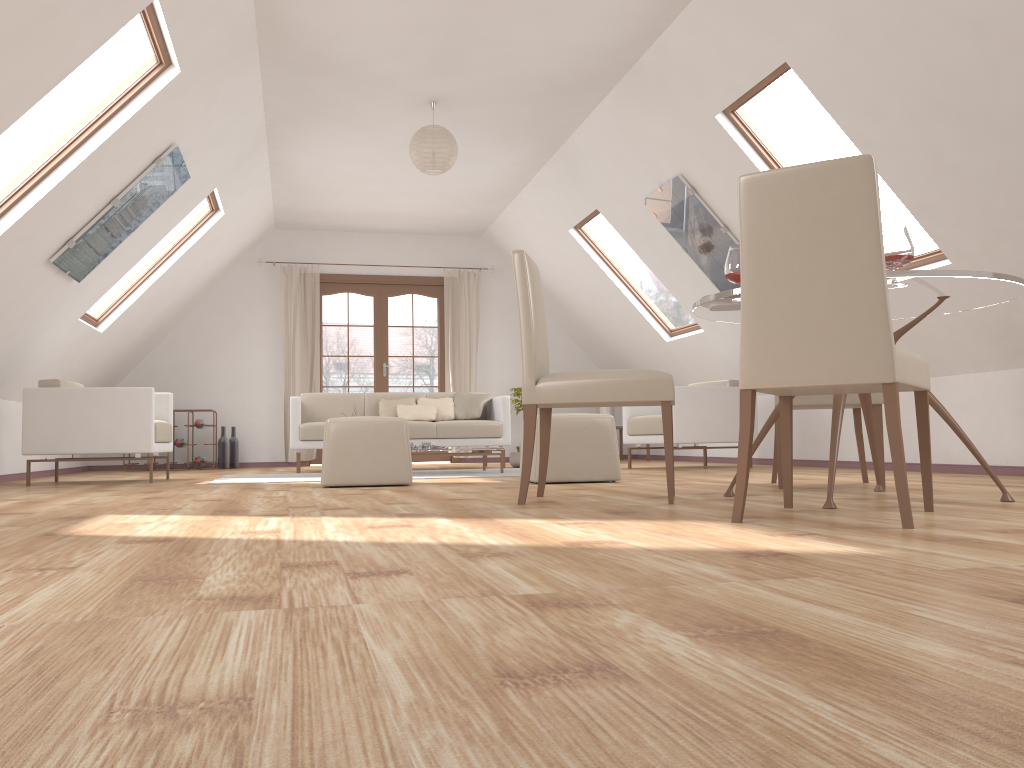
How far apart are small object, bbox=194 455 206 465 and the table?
6.5m

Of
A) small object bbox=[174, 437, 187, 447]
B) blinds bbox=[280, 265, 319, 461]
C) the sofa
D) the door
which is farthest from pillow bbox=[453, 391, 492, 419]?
small object bbox=[174, 437, 187, 447]

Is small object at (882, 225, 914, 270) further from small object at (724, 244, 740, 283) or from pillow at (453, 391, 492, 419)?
pillow at (453, 391, 492, 419)

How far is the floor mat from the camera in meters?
6.0

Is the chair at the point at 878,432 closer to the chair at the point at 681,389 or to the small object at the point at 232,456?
Answer: the chair at the point at 681,389

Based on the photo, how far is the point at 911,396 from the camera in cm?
583

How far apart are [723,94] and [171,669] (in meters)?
4.91

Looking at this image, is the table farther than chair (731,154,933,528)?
Yes

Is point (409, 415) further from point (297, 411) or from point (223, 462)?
point (223, 462)

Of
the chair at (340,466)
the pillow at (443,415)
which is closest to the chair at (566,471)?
the chair at (340,466)
